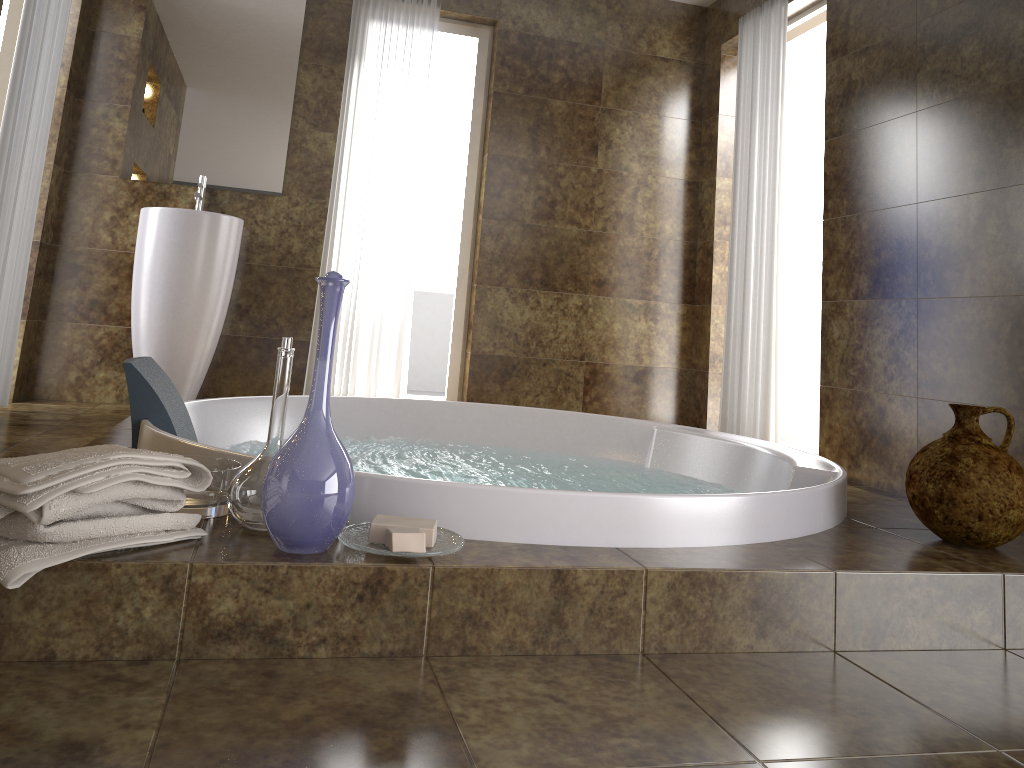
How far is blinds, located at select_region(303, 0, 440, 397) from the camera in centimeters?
435cm

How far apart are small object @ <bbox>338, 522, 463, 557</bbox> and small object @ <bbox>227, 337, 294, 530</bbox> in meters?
0.1 m

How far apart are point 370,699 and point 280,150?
3.6m

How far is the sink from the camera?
3.8 meters

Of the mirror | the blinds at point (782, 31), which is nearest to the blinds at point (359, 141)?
the mirror

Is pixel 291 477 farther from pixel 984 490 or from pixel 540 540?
pixel 984 490

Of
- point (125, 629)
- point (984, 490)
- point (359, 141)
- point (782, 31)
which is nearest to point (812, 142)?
point (782, 31)

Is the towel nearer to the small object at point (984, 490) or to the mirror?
the small object at point (984, 490)

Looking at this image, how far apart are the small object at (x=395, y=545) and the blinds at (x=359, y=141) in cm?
311

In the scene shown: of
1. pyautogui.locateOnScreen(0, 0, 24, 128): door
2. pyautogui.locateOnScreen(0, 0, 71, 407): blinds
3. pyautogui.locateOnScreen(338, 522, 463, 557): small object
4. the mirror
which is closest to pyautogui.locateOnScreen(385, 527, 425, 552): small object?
pyautogui.locateOnScreen(338, 522, 463, 557): small object
